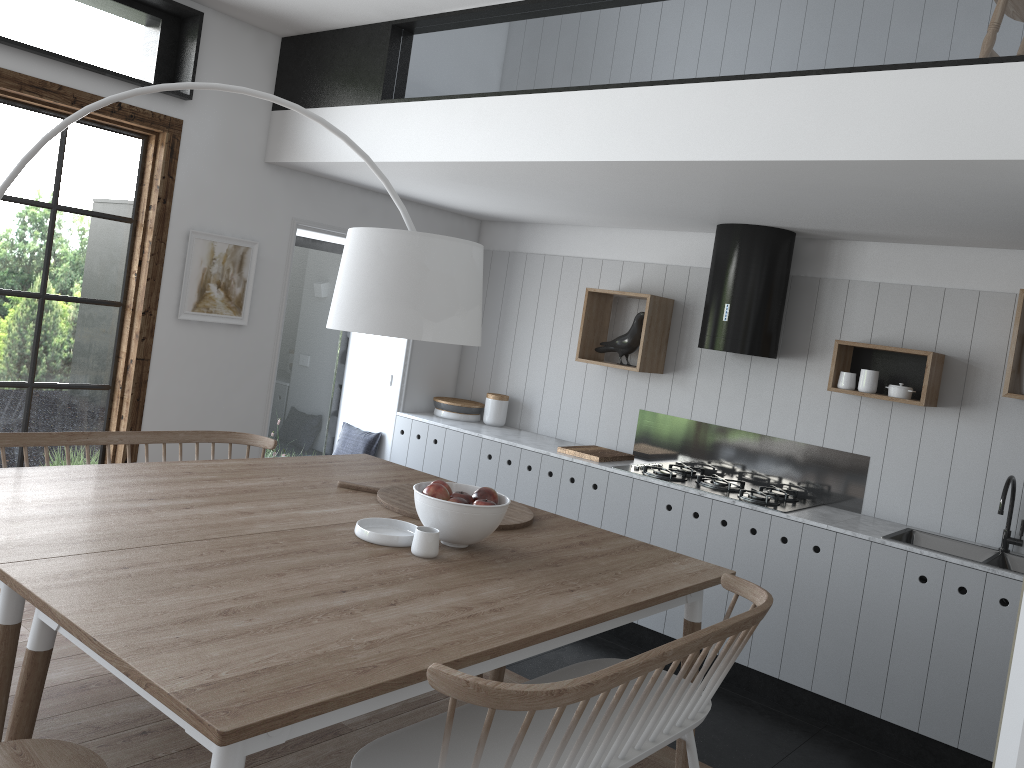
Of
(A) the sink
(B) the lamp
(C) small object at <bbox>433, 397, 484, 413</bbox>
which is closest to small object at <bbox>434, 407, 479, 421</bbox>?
(C) small object at <bbox>433, 397, 484, 413</bbox>

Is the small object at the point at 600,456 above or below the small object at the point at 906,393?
below

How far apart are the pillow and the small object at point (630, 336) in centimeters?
168cm

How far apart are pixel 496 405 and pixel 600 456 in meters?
1.1

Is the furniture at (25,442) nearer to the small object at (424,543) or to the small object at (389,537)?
the small object at (389,537)

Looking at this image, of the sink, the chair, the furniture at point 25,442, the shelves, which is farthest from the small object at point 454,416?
the chair

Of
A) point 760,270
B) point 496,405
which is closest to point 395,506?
point 760,270

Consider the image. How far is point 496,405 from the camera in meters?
5.9

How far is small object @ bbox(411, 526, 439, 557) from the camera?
2.6 meters

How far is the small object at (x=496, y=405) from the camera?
5.9m
